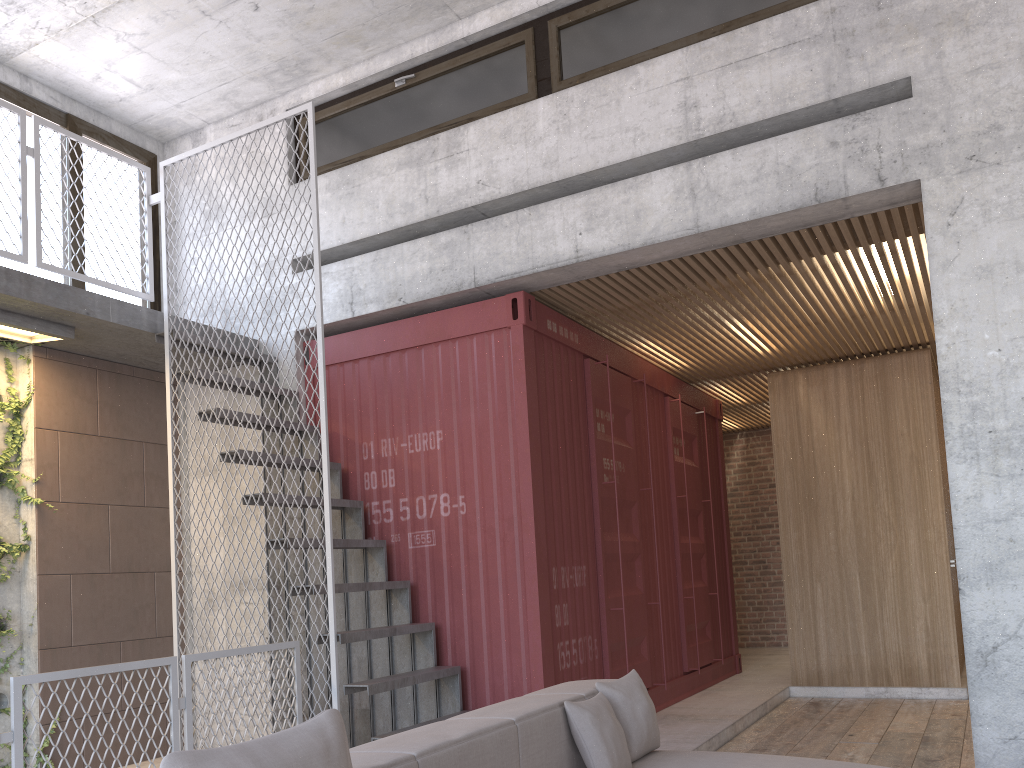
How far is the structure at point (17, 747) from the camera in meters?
3.5 m

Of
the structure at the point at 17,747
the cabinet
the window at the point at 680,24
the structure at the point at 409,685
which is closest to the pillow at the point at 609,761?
the structure at the point at 409,685

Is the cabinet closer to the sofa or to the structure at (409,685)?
the structure at (409,685)

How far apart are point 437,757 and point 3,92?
6.2 meters

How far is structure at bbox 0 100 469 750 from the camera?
5.1m

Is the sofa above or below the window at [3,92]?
below

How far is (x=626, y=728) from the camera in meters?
3.6 m

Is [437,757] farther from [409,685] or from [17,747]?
[409,685]

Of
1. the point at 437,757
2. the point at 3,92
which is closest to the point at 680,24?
the point at 437,757

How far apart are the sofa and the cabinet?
5.04m
